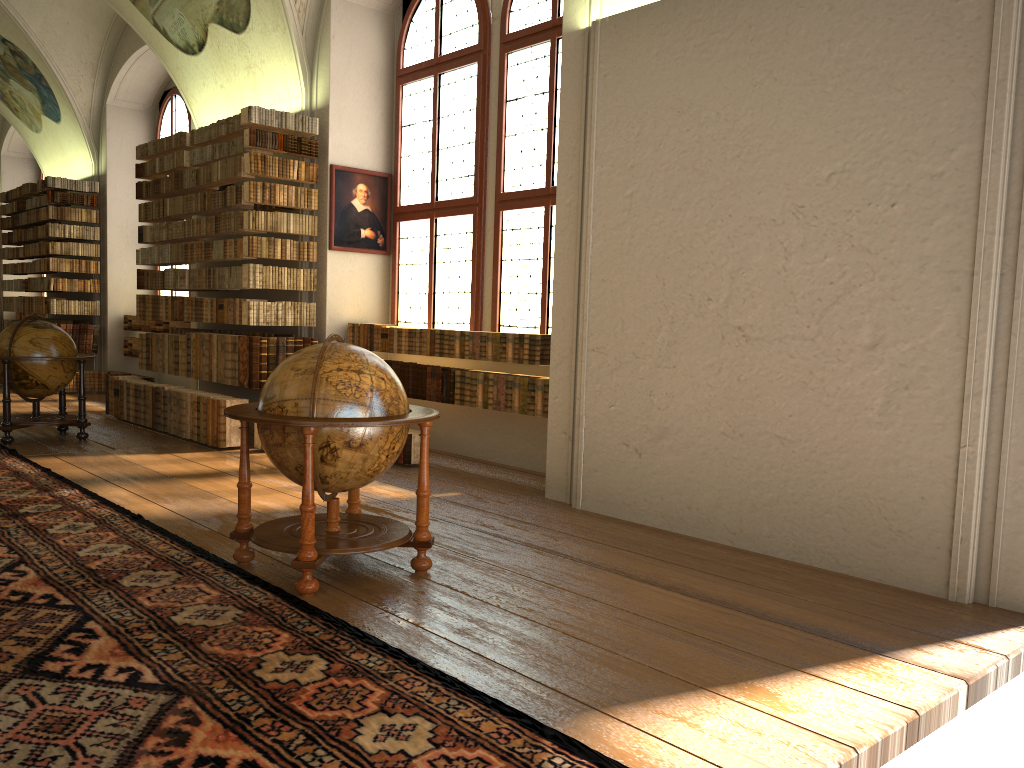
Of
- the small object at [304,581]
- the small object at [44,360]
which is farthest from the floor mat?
the small object at [44,360]

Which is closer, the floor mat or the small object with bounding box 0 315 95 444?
the floor mat

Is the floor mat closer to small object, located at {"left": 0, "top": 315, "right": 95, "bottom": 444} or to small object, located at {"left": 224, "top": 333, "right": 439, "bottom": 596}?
small object, located at {"left": 224, "top": 333, "right": 439, "bottom": 596}

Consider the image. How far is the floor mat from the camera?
3.1m

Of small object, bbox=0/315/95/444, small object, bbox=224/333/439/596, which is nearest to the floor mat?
small object, bbox=224/333/439/596

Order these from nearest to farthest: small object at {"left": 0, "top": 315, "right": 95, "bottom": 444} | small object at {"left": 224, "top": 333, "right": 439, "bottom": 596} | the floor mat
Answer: the floor mat
small object at {"left": 224, "top": 333, "right": 439, "bottom": 596}
small object at {"left": 0, "top": 315, "right": 95, "bottom": 444}

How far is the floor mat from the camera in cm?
310

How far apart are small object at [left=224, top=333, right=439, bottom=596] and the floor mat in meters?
0.1

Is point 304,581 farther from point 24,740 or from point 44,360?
point 44,360

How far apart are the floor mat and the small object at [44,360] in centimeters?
80cm
